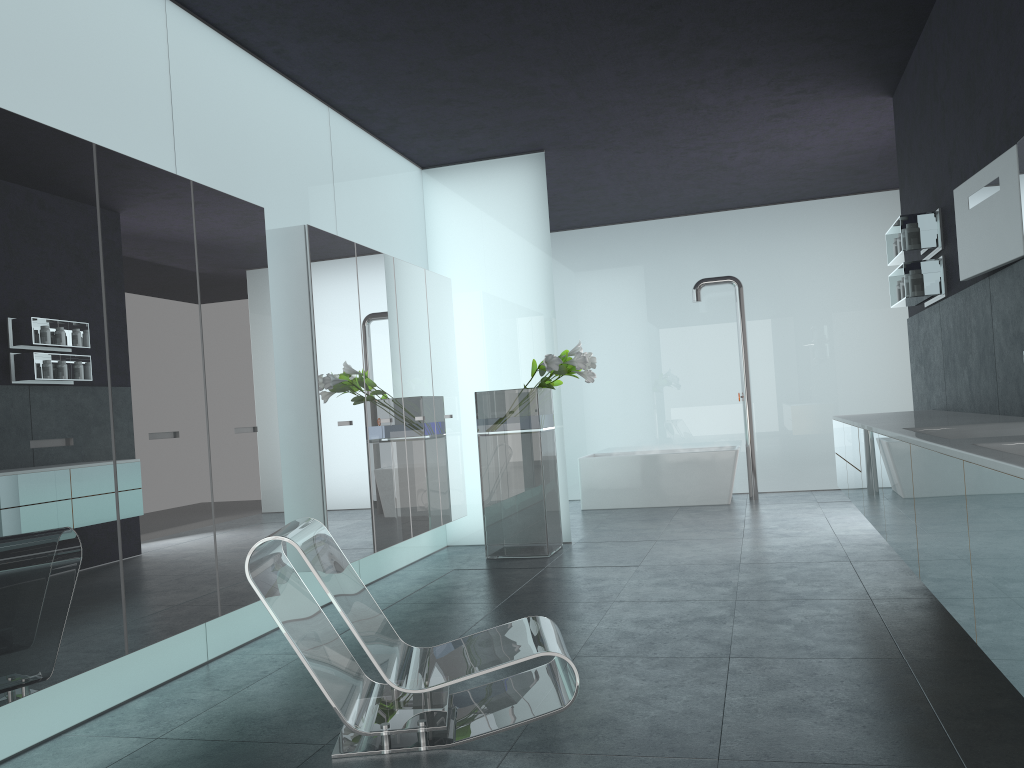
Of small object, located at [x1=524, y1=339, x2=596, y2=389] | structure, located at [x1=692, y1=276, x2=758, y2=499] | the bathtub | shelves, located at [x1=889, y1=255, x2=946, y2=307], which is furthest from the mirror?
structure, located at [x1=692, y1=276, x2=758, y2=499]

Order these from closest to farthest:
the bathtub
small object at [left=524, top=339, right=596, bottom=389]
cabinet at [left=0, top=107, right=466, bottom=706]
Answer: cabinet at [left=0, top=107, right=466, bottom=706]
small object at [left=524, top=339, right=596, bottom=389]
the bathtub

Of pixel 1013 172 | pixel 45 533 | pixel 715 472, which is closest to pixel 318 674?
pixel 45 533

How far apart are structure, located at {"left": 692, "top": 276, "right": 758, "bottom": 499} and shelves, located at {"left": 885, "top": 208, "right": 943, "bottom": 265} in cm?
414

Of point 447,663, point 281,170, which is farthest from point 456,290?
point 447,663

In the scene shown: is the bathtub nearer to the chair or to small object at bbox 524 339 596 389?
small object at bbox 524 339 596 389

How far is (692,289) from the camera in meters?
11.3

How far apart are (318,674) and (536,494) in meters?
4.4 m

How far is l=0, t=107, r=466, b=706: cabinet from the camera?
3.41m

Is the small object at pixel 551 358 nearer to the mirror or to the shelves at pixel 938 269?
the shelves at pixel 938 269
